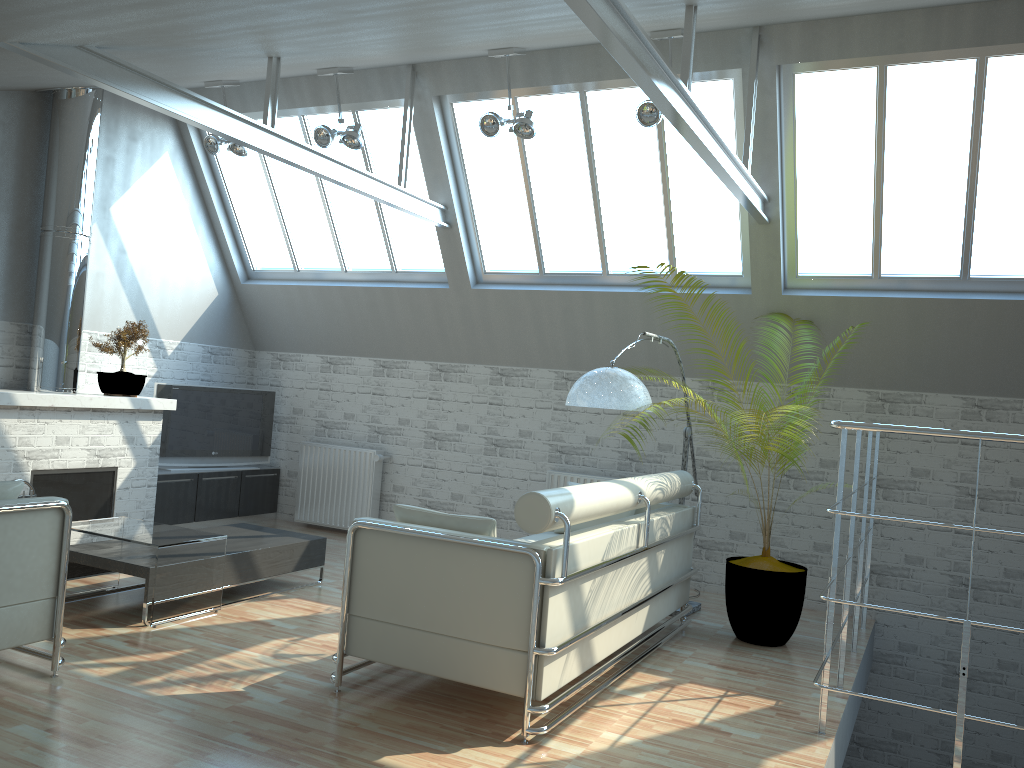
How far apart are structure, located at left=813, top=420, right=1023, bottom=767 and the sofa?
1.9m

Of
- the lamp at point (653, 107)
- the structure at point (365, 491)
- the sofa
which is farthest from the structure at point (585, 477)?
the lamp at point (653, 107)

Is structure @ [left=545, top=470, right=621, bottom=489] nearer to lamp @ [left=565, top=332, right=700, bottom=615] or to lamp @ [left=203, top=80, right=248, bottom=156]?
lamp @ [left=565, top=332, right=700, bottom=615]

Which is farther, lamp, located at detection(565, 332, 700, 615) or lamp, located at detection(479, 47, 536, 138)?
lamp, located at detection(479, 47, 536, 138)

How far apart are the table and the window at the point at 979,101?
8.4m

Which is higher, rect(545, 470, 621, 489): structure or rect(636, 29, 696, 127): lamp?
rect(636, 29, 696, 127): lamp

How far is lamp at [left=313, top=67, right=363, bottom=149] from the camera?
13.0m

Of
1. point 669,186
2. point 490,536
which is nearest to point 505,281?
point 669,186

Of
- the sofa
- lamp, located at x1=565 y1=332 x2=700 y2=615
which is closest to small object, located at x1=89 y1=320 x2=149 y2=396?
the sofa

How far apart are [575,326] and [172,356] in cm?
735
